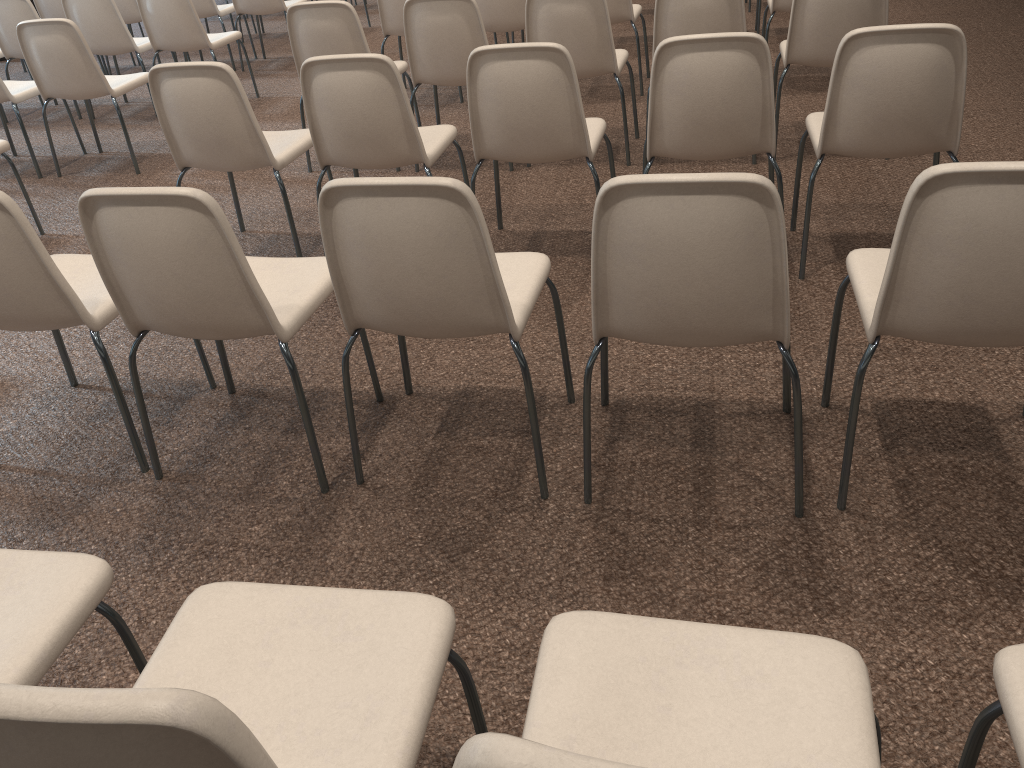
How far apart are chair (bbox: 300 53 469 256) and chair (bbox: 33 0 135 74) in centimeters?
507cm

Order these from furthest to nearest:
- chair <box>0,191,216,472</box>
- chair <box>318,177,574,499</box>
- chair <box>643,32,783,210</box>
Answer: chair <box>643,32,783,210</box> → chair <box>0,191,216,472</box> → chair <box>318,177,574,499</box>

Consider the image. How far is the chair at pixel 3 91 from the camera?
4.8m

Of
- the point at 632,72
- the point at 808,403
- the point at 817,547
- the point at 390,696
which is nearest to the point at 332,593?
the point at 390,696

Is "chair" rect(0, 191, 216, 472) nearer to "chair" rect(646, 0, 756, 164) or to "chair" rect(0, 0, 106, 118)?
"chair" rect(646, 0, 756, 164)

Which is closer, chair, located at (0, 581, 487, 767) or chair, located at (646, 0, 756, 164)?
chair, located at (0, 581, 487, 767)

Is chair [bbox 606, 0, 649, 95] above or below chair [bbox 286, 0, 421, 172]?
below

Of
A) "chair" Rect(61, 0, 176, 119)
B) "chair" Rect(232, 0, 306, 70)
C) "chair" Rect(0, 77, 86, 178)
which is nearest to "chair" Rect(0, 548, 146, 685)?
"chair" Rect(0, 77, 86, 178)

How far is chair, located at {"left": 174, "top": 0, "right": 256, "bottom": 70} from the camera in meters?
6.7 m

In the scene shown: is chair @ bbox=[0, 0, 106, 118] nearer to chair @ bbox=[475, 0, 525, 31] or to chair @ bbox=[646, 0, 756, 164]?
chair @ bbox=[475, 0, 525, 31]
